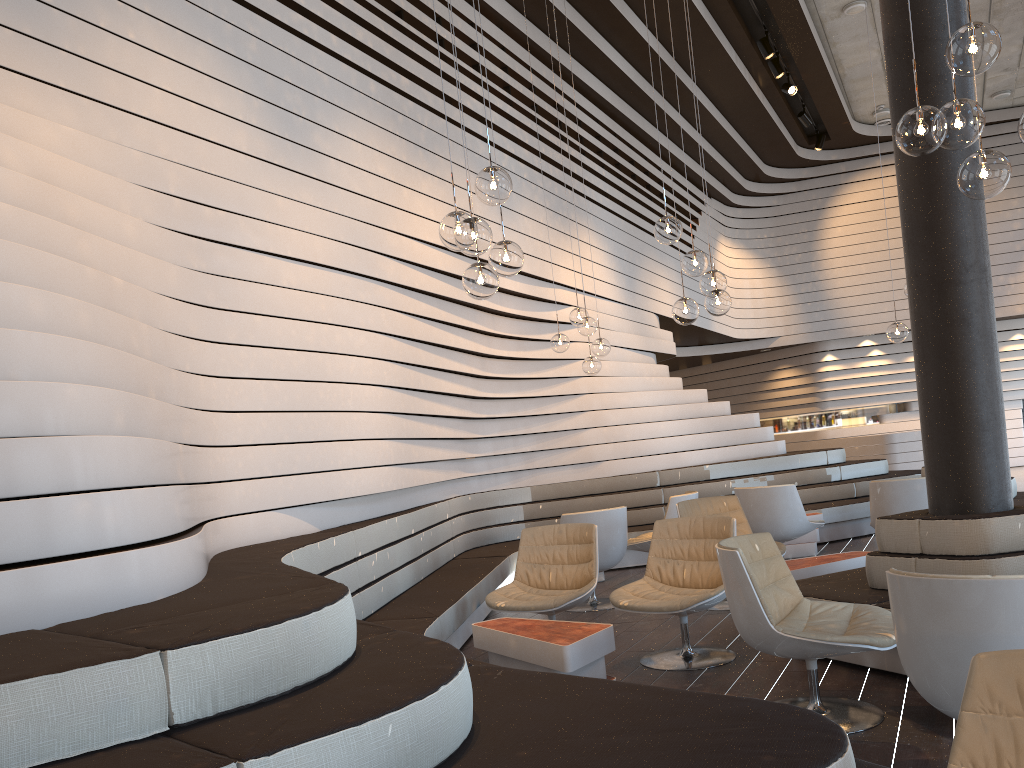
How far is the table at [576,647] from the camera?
3.87m

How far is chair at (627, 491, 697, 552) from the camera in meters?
7.3 m

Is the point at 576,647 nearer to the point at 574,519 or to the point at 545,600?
the point at 545,600

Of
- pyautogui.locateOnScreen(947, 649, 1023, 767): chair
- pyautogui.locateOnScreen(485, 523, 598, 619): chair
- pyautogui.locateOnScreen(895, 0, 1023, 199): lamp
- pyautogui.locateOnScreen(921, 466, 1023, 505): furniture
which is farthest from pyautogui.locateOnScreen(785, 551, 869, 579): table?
pyautogui.locateOnScreen(947, 649, 1023, 767): chair

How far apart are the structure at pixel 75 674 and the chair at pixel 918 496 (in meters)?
2.34

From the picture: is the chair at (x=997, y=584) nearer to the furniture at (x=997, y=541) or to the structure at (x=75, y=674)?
the structure at (x=75, y=674)

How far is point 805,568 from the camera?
5.3 meters

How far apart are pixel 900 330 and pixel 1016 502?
2.0 meters

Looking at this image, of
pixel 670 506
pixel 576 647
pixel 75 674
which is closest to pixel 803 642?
pixel 576 647

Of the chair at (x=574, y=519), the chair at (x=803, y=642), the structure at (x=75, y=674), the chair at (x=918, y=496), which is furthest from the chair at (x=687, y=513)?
the chair at (x=803, y=642)
